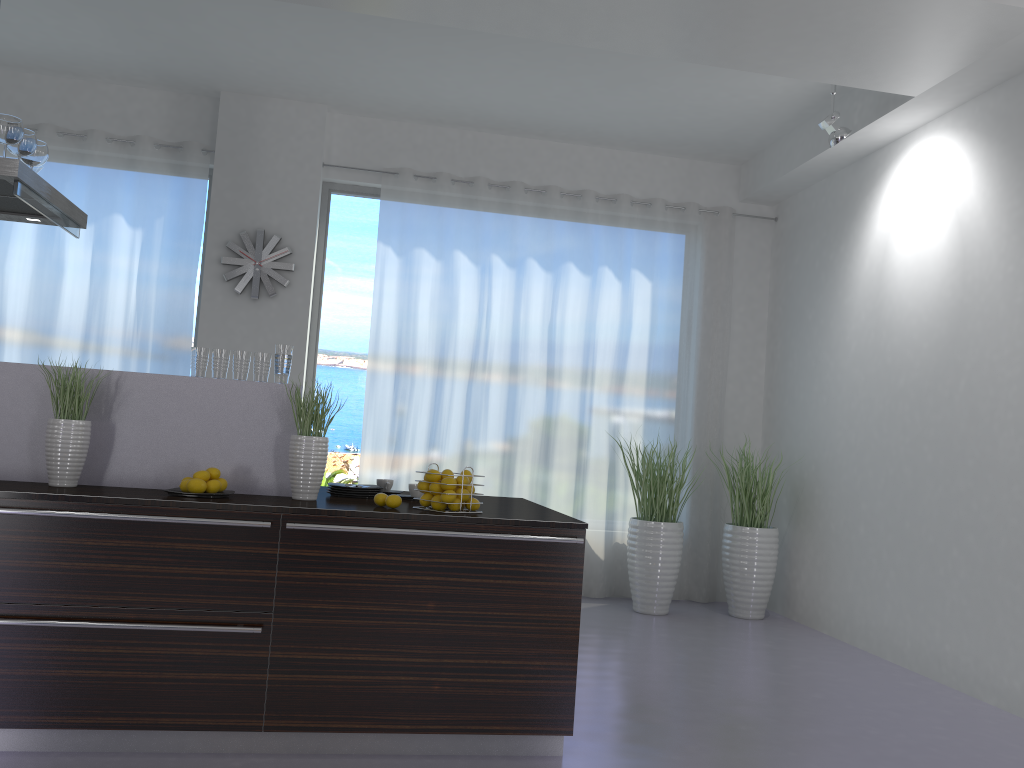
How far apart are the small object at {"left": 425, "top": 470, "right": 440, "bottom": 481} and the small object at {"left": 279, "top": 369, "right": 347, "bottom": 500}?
0.4m

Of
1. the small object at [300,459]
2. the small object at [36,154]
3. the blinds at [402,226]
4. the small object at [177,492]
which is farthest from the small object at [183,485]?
the blinds at [402,226]

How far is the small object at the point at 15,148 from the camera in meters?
3.8 m

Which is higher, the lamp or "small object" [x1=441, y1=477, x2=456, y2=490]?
the lamp

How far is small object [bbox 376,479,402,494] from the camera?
4.0 meters

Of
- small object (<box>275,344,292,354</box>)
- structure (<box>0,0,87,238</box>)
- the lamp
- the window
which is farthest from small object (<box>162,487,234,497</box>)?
the lamp

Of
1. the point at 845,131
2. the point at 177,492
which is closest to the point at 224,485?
the point at 177,492

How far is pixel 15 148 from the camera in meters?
3.8

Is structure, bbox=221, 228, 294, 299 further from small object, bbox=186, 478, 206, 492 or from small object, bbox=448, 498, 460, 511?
small object, bbox=448, 498, 460, 511

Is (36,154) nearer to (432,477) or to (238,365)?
(238,365)
